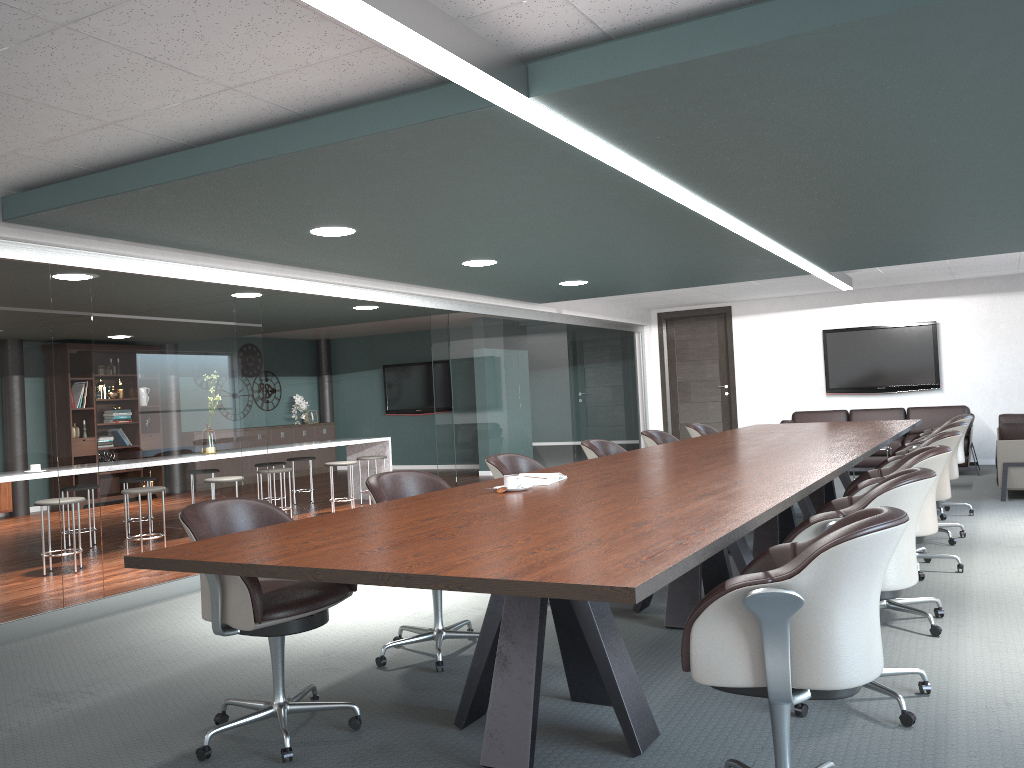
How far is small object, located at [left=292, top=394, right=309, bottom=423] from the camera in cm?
1420

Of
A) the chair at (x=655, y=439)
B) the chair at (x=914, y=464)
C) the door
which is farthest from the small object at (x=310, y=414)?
the chair at (x=914, y=464)

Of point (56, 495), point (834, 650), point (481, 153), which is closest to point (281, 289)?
point (56, 495)

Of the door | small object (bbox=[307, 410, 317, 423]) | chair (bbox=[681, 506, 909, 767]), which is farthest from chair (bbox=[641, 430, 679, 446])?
small object (bbox=[307, 410, 317, 423])

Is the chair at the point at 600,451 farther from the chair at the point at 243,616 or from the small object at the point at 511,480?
the chair at the point at 243,616

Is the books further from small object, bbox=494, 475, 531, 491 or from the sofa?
the sofa

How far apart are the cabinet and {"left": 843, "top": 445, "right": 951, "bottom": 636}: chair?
10.7m

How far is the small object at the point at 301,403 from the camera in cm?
1420

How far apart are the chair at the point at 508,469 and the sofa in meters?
4.7

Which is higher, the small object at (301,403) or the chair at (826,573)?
the small object at (301,403)
